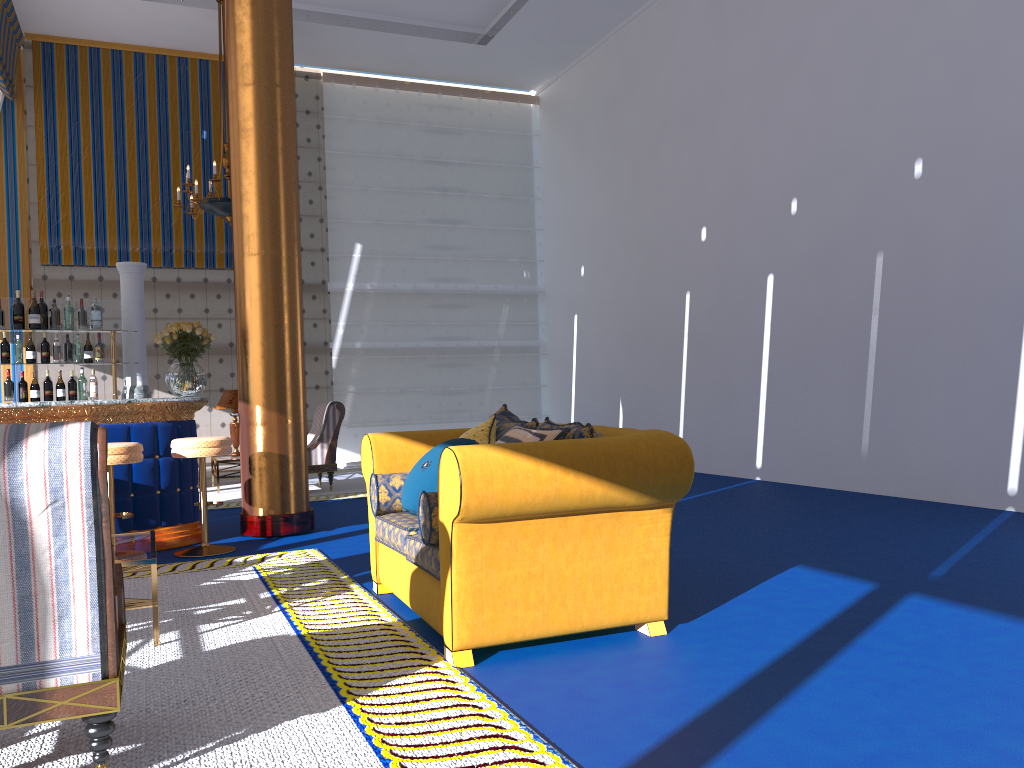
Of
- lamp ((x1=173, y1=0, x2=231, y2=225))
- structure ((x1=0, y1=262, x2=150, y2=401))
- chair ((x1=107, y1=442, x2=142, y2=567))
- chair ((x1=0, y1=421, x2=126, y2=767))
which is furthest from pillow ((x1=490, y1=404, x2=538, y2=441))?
lamp ((x1=173, y1=0, x2=231, y2=225))

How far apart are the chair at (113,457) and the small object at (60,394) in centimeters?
172cm

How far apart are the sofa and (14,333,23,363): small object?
3.7m

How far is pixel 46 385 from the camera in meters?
6.8

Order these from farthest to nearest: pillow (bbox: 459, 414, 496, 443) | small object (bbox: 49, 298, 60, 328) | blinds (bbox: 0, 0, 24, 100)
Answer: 1. blinds (bbox: 0, 0, 24, 100)
2. small object (bbox: 49, 298, 60, 328)
3. pillow (bbox: 459, 414, 496, 443)

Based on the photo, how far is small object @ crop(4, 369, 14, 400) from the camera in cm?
671

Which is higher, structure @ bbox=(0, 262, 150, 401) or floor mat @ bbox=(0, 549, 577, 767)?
structure @ bbox=(0, 262, 150, 401)

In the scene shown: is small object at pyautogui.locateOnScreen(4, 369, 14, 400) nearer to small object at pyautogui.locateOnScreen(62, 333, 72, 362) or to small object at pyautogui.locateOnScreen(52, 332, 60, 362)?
small object at pyautogui.locateOnScreen(52, 332, 60, 362)

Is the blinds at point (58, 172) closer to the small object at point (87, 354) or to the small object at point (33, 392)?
the small object at point (87, 354)

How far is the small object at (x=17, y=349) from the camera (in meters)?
6.76
